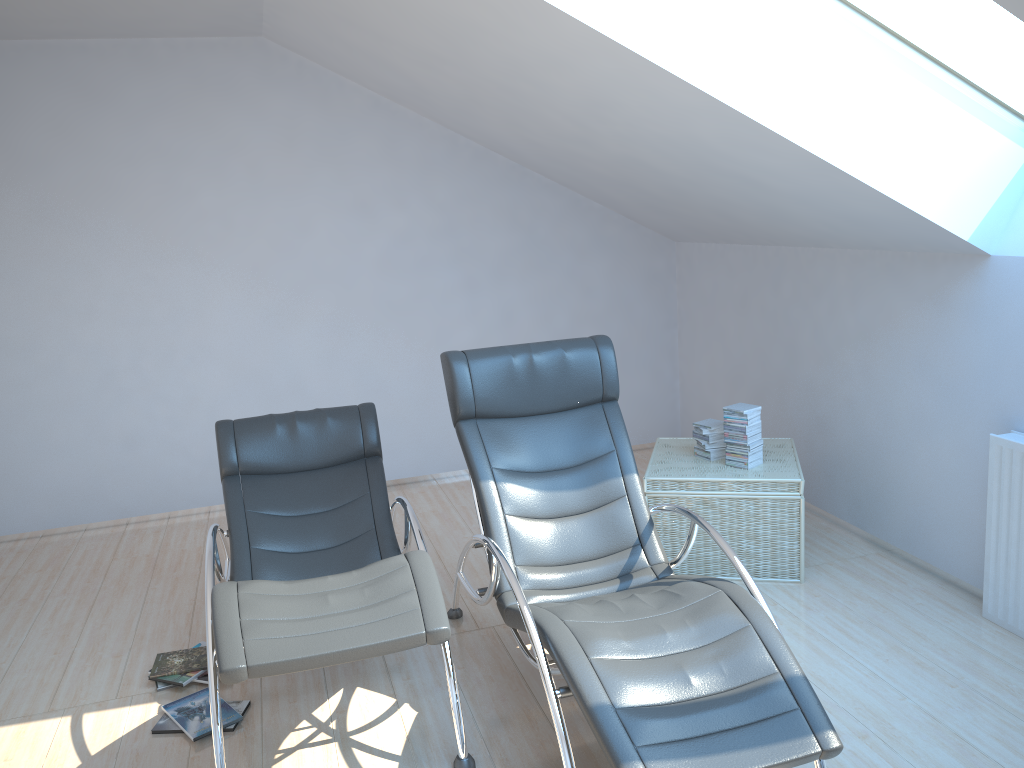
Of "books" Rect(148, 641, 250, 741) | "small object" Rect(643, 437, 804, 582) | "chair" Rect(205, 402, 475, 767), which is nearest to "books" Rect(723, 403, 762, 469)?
"small object" Rect(643, 437, 804, 582)

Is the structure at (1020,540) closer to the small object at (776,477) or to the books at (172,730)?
the small object at (776,477)

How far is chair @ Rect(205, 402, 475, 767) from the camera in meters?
2.5

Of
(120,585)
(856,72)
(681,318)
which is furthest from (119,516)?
(856,72)

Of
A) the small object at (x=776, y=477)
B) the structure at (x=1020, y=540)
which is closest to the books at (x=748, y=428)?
the small object at (x=776, y=477)

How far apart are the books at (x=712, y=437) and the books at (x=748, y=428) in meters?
0.1 m

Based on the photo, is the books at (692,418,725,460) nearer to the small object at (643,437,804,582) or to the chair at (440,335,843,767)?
the small object at (643,437,804,582)

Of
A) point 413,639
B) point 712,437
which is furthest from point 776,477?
point 413,639

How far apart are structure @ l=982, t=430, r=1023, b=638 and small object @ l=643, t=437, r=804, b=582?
0.77m

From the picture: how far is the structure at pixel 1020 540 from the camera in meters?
3.5
